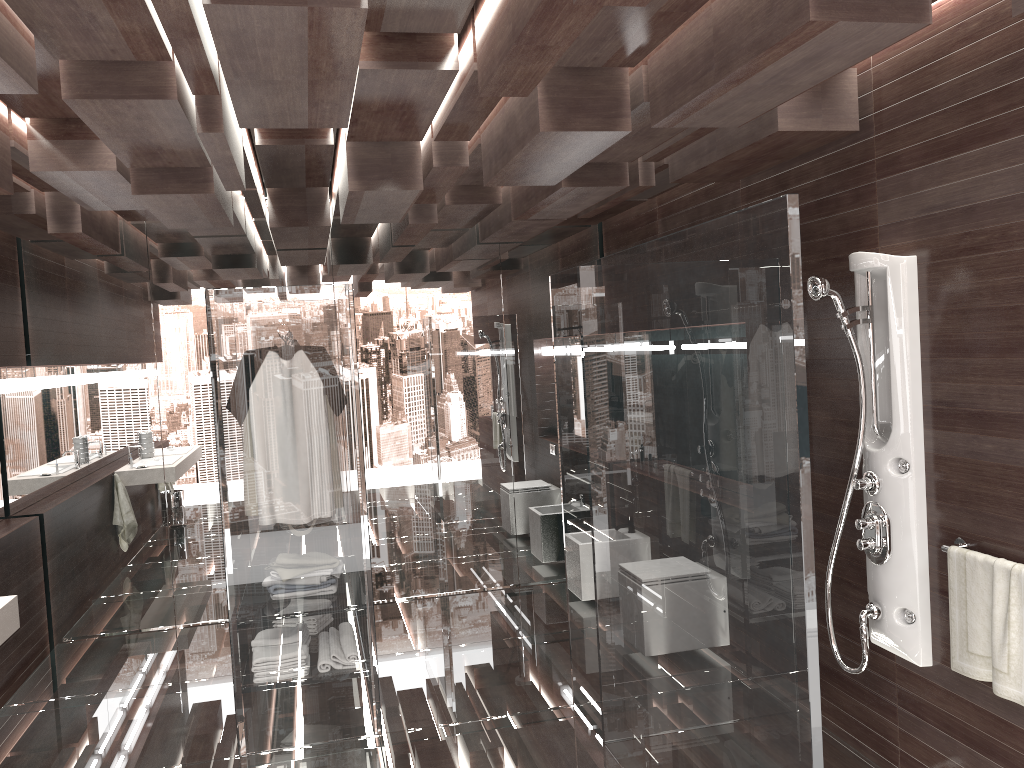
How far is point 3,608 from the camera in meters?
3.4

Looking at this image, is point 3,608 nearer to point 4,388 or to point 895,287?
point 4,388

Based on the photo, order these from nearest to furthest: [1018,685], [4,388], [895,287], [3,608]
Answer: [1018,685]
[895,287]
[3,608]
[4,388]

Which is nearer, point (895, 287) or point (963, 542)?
point (963, 542)

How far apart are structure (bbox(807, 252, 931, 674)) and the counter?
3.14m

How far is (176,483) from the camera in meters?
5.7

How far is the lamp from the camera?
5.11m

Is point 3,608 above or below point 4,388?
below

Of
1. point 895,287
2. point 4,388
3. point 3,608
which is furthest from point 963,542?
point 4,388

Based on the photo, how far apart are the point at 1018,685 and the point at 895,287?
1.32m
